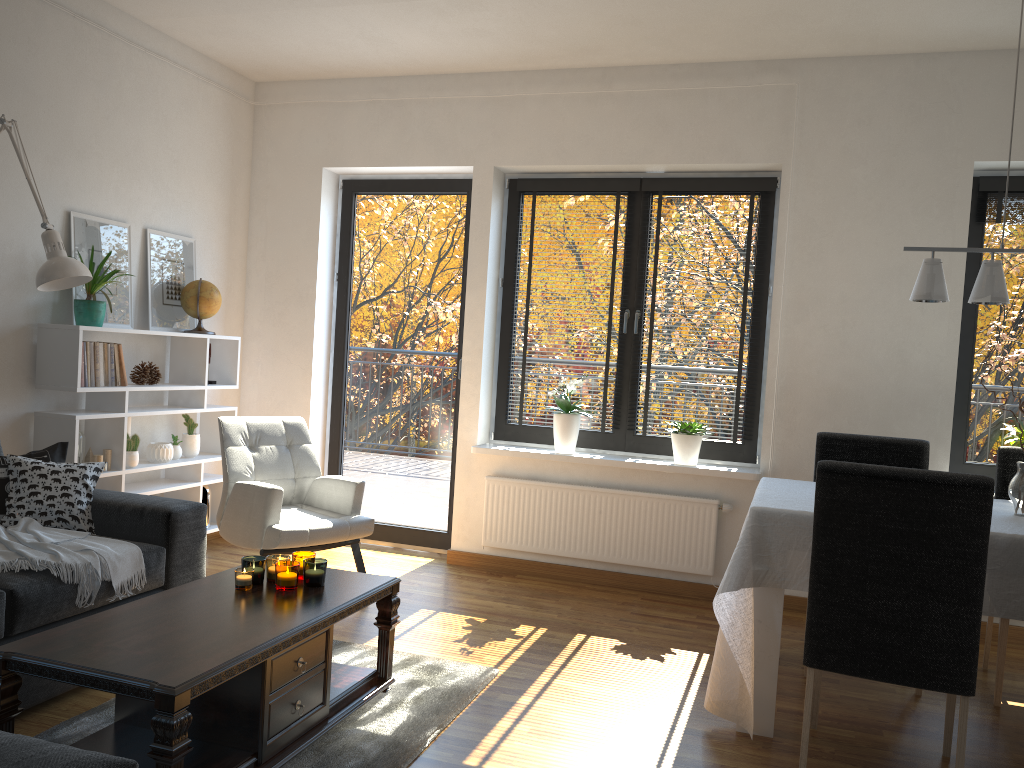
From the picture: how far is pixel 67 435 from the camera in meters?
4.0 m

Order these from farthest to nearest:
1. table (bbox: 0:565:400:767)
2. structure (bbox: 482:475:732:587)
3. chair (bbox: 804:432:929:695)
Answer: structure (bbox: 482:475:732:587)
chair (bbox: 804:432:929:695)
table (bbox: 0:565:400:767)

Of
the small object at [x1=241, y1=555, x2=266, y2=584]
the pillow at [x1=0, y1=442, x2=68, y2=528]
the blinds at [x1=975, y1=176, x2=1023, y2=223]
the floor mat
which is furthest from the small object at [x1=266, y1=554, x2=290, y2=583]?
the blinds at [x1=975, y1=176, x2=1023, y2=223]

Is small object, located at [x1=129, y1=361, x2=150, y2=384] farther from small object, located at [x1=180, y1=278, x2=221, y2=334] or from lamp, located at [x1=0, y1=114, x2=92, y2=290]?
lamp, located at [x1=0, y1=114, x2=92, y2=290]

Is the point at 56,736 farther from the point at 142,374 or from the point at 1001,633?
the point at 1001,633

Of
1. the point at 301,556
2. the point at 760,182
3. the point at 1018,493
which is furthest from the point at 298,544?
the point at 760,182

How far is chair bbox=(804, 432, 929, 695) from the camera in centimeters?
378cm

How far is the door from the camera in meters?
5.3

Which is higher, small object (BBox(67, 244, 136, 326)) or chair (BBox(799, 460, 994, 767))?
small object (BBox(67, 244, 136, 326))

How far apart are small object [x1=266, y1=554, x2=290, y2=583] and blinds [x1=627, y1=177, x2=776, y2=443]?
2.5 meters
